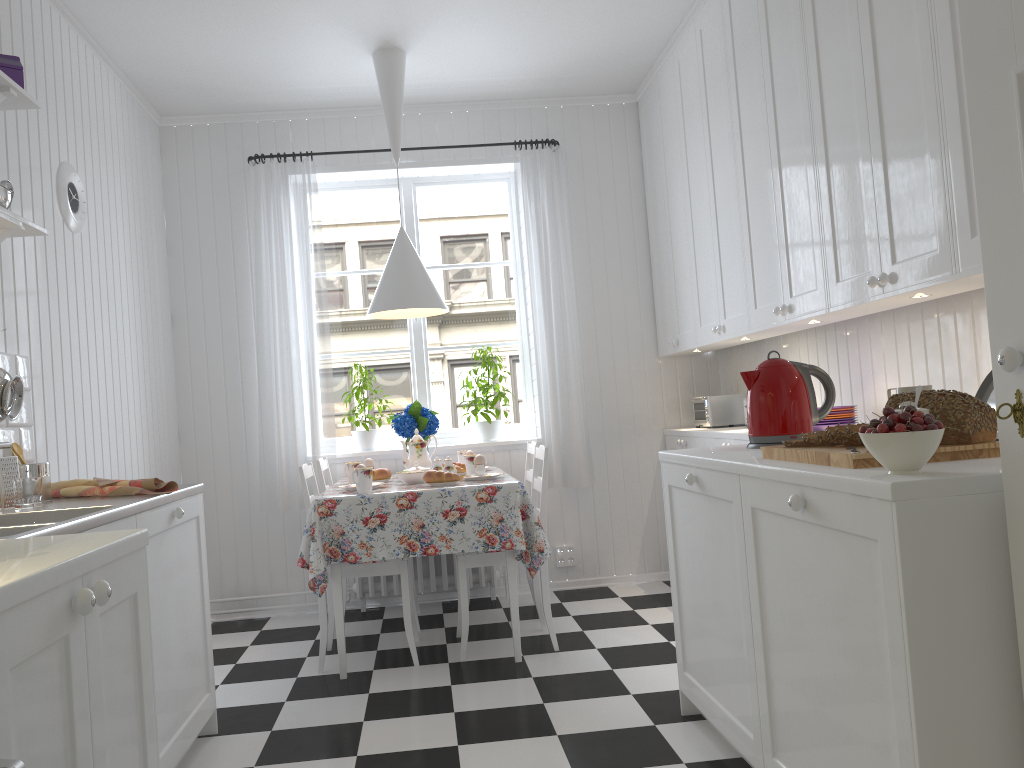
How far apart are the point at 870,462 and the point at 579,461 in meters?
3.0 m

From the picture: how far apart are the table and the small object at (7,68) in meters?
1.7 m

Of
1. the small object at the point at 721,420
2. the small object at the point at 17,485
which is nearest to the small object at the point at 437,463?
the small object at the point at 721,420

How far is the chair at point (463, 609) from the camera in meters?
3.6

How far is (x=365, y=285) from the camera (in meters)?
5.01

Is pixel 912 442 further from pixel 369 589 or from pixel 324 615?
pixel 369 589

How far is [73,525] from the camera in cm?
182

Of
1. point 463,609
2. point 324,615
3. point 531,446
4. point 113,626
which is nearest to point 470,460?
point 531,446

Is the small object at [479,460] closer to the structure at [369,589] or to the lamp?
the lamp

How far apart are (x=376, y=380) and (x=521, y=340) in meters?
0.9 m
